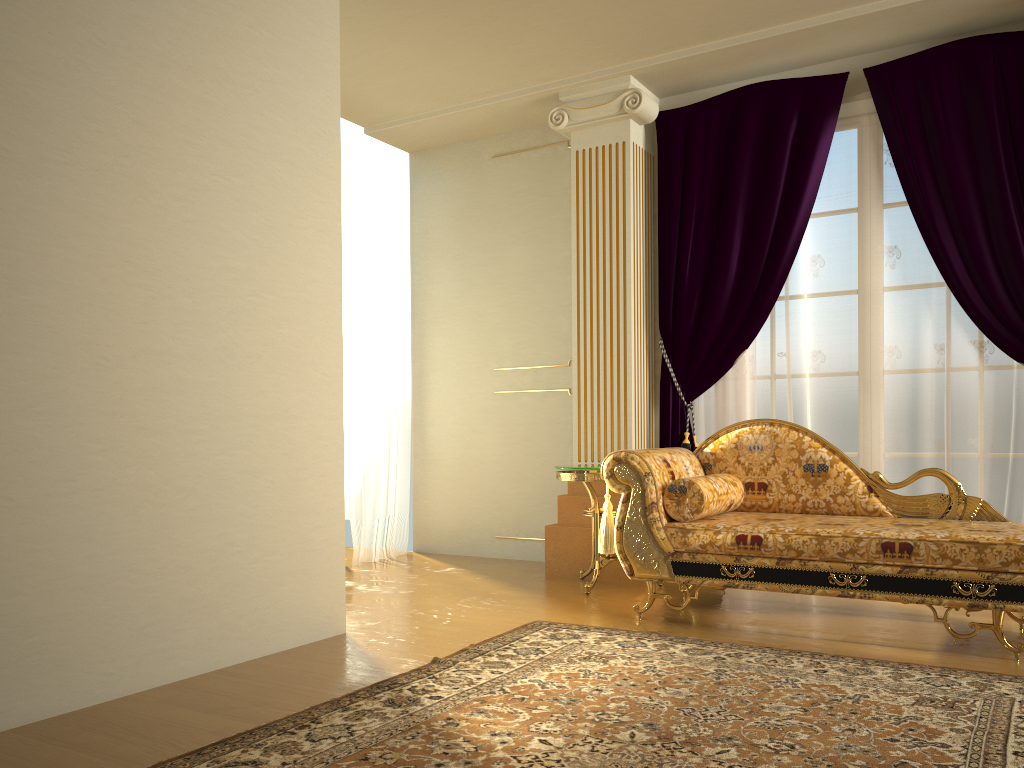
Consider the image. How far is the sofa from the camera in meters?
Result: 3.1

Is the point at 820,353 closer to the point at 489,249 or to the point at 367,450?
the point at 489,249

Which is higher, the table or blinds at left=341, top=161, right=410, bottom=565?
blinds at left=341, top=161, right=410, bottom=565

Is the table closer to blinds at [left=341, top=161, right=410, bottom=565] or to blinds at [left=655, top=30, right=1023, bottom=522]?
blinds at [left=655, top=30, right=1023, bottom=522]

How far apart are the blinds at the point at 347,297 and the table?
1.5m

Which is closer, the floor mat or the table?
the floor mat

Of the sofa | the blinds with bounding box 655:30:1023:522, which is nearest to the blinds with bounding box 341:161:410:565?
the blinds with bounding box 655:30:1023:522

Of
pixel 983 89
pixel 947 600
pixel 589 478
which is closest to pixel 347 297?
pixel 589 478

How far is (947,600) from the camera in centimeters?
311cm

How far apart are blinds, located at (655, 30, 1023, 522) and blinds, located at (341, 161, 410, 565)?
1.82m
